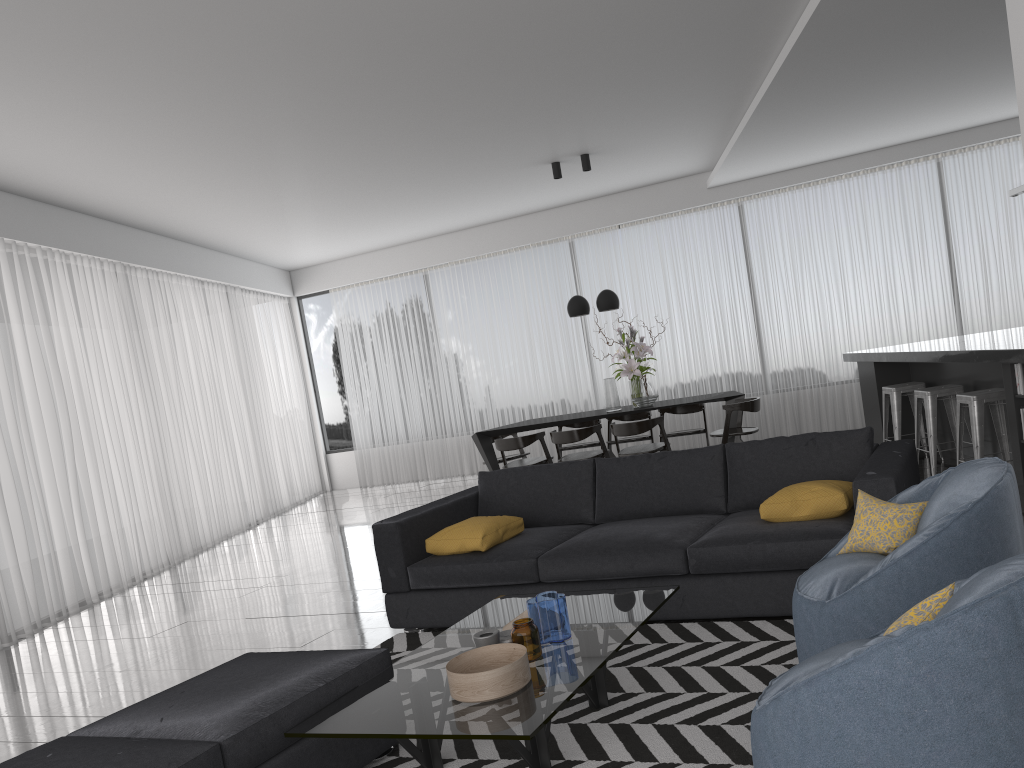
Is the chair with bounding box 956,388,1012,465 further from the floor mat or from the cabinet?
the floor mat

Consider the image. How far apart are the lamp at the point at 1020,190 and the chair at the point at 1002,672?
5.20m

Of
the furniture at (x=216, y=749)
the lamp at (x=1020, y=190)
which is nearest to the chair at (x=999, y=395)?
the lamp at (x=1020, y=190)

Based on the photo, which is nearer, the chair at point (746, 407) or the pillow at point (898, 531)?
the pillow at point (898, 531)

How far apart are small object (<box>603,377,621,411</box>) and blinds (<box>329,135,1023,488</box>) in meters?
2.2 m

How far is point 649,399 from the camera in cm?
807

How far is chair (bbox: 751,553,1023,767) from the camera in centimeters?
149cm

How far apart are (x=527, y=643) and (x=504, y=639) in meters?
A: 0.1 m

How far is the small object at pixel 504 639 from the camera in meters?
2.9 m

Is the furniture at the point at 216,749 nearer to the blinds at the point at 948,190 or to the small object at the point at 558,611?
the small object at the point at 558,611
